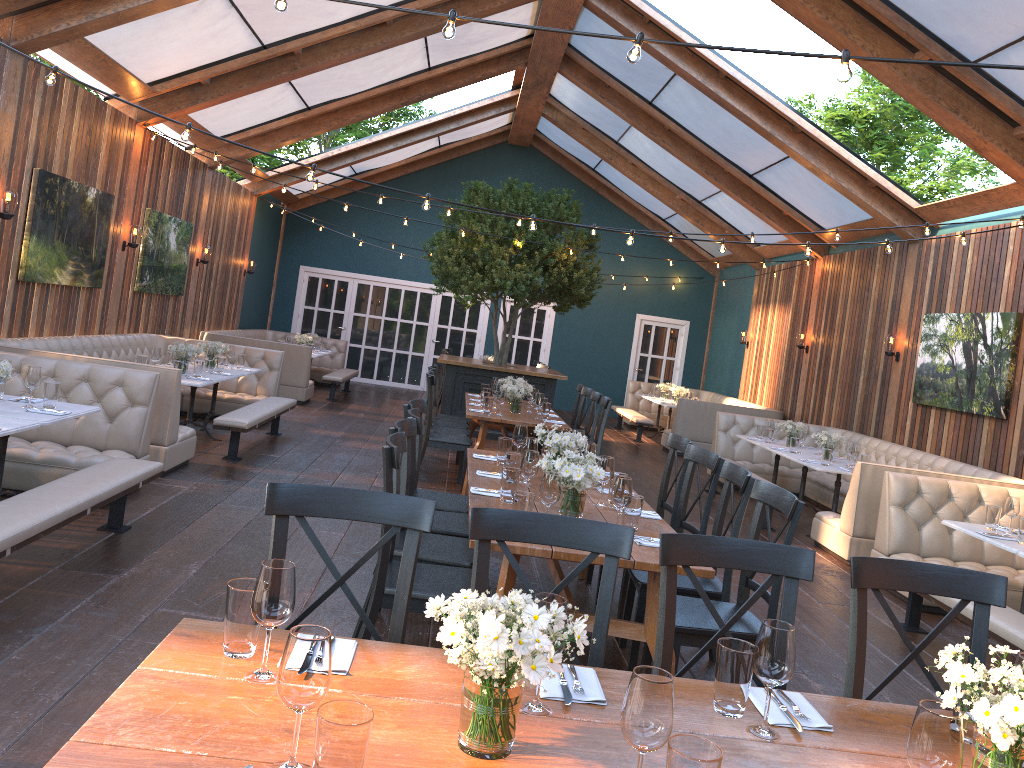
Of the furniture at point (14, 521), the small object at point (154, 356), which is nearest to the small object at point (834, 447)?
the furniture at point (14, 521)

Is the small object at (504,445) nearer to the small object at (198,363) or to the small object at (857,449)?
the small object at (198,363)

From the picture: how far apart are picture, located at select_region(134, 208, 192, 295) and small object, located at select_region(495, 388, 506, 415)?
4.97m

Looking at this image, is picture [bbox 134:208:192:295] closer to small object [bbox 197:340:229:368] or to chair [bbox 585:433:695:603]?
small object [bbox 197:340:229:368]

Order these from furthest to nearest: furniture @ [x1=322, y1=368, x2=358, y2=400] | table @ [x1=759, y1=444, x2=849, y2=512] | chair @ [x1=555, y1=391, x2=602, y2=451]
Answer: furniture @ [x1=322, y1=368, x2=358, y2=400] → table @ [x1=759, y1=444, x2=849, y2=512] → chair @ [x1=555, y1=391, x2=602, y2=451]

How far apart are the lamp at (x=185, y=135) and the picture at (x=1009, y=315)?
7.24m

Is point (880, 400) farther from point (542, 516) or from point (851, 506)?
point (542, 516)

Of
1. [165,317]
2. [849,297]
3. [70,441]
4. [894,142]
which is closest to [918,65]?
[849,297]

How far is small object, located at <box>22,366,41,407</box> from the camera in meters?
5.2 m

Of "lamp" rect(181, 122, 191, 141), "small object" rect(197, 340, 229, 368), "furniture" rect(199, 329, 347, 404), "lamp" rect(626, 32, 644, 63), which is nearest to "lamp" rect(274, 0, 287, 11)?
"lamp" rect(626, 32, 644, 63)
